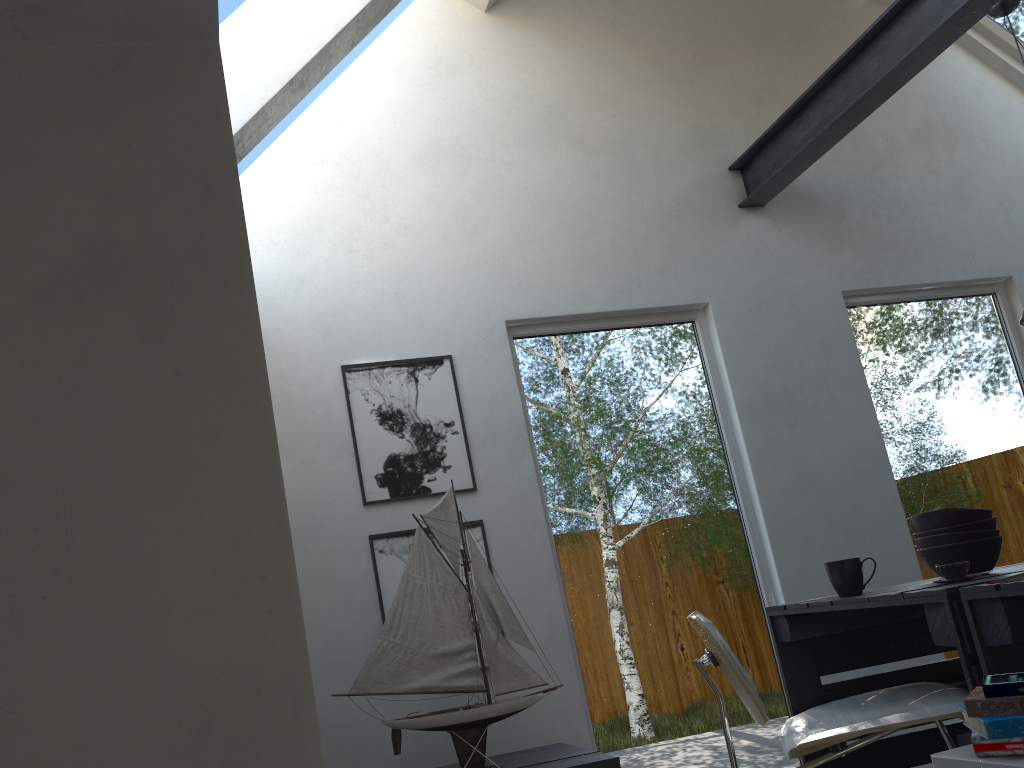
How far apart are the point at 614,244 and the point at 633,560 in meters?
1.4 m

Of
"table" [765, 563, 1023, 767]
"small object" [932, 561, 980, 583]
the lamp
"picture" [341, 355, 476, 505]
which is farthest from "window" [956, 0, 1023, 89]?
"small object" [932, 561, 980, 583]

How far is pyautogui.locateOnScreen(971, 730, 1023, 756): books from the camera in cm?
168

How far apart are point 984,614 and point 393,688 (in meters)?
1.70

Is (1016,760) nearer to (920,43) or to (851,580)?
(851,580)

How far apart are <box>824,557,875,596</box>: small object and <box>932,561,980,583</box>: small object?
0.28m

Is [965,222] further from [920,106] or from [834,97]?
[834,97]

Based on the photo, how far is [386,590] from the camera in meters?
3.3 m

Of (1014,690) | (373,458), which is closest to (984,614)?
(1014,690)

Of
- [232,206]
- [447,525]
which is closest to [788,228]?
[447,525]
